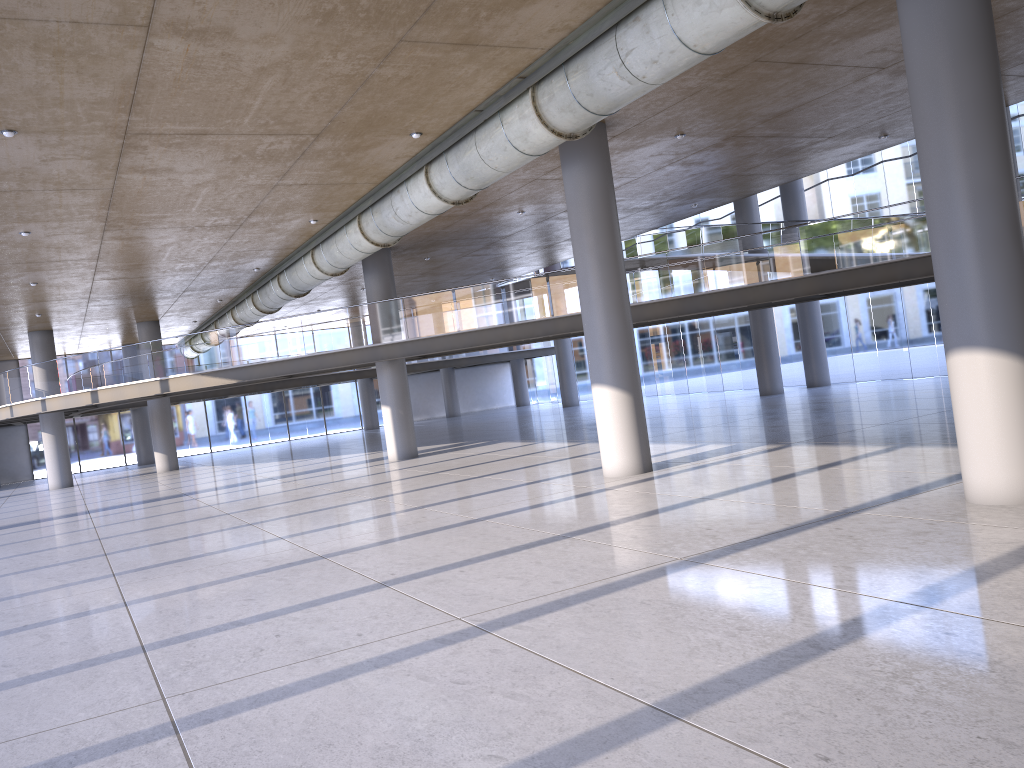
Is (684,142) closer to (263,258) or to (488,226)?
(488,226)

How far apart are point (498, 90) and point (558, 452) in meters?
9.5
